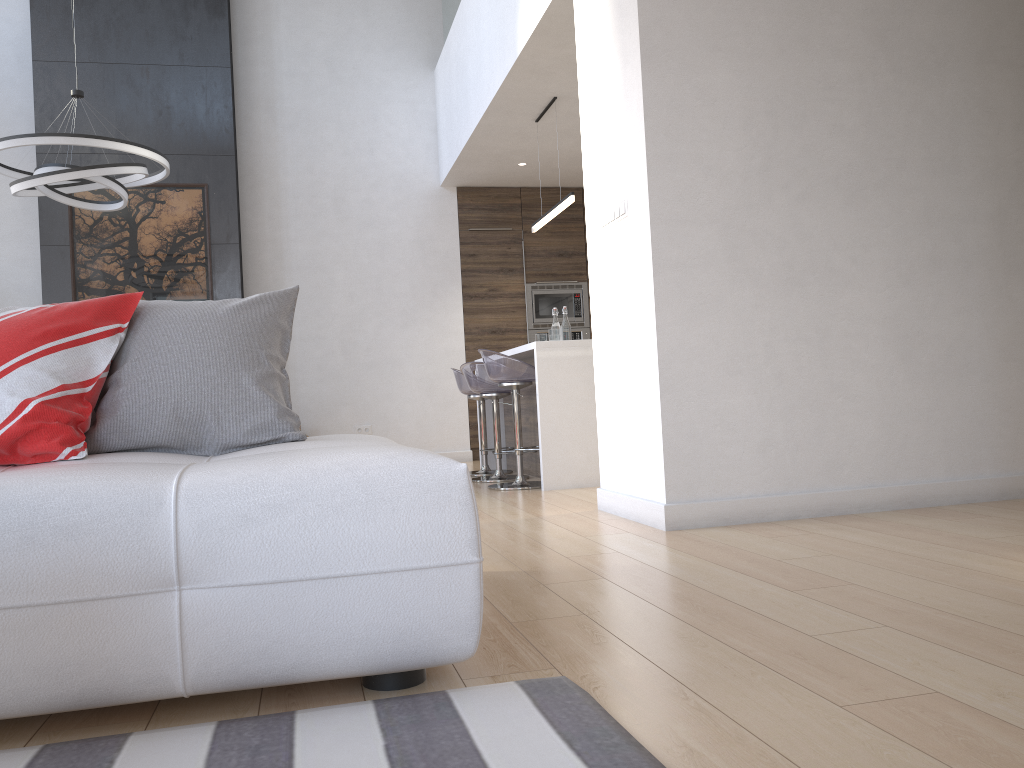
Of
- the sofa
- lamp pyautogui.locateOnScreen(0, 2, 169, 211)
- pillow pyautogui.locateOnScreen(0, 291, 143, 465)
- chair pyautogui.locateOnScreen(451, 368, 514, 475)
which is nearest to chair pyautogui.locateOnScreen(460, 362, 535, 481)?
chair pyautogui.locateOnScreen(451, 368, 514, 475)

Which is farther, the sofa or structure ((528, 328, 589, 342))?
structure ((528, 328, 589, 342))

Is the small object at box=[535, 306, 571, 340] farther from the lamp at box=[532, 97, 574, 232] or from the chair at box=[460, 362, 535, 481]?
the lamp at box=[532, 97, 574, 232]

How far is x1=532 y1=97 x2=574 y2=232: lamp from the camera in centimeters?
562cm

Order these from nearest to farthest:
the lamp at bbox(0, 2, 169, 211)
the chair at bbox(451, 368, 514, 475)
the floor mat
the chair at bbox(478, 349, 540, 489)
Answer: the floor mat, the lamp at bbox(0, 2, 169, 211), the chair at bbox(478, 349, 540, 489), the chair at bbox(451, 368, 514, 475)

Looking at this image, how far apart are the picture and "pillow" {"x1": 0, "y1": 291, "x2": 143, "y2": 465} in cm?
527

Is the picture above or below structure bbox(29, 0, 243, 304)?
below

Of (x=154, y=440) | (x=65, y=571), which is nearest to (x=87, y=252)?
(x=154, y=440)

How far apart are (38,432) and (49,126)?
6.1m

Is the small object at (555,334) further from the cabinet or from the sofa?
the sofa
